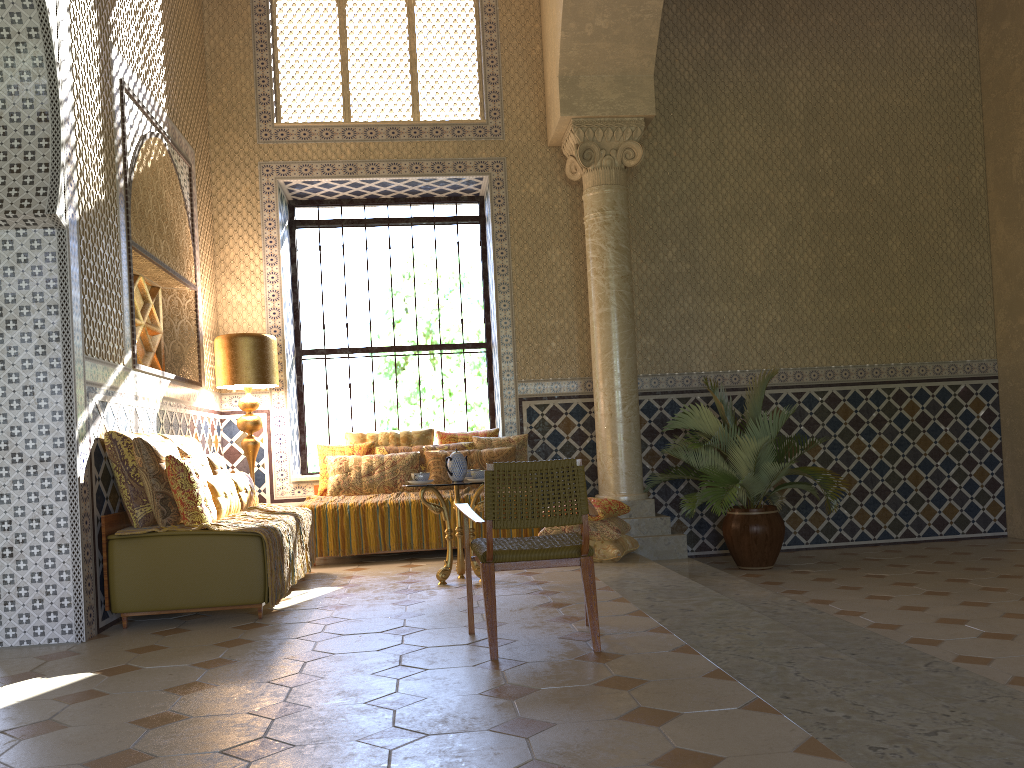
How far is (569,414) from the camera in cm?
1204

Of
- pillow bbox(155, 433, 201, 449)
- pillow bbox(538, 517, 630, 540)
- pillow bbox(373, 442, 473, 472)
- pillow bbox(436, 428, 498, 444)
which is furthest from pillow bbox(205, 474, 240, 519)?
pillow bbox(436, 428, 498, 444)

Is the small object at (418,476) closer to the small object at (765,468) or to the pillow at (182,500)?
the pillow at (182,500)

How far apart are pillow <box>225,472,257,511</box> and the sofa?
1.42m

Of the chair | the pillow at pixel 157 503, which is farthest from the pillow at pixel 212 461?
the chair

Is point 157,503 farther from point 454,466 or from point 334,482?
point 334,482

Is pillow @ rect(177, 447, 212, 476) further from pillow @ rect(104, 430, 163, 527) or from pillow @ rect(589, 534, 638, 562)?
pillow @ rect(589, 534, 638, 562)

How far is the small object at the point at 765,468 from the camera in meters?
10.2

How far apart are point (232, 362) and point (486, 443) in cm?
330

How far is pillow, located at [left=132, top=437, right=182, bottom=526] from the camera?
7.2 meters
